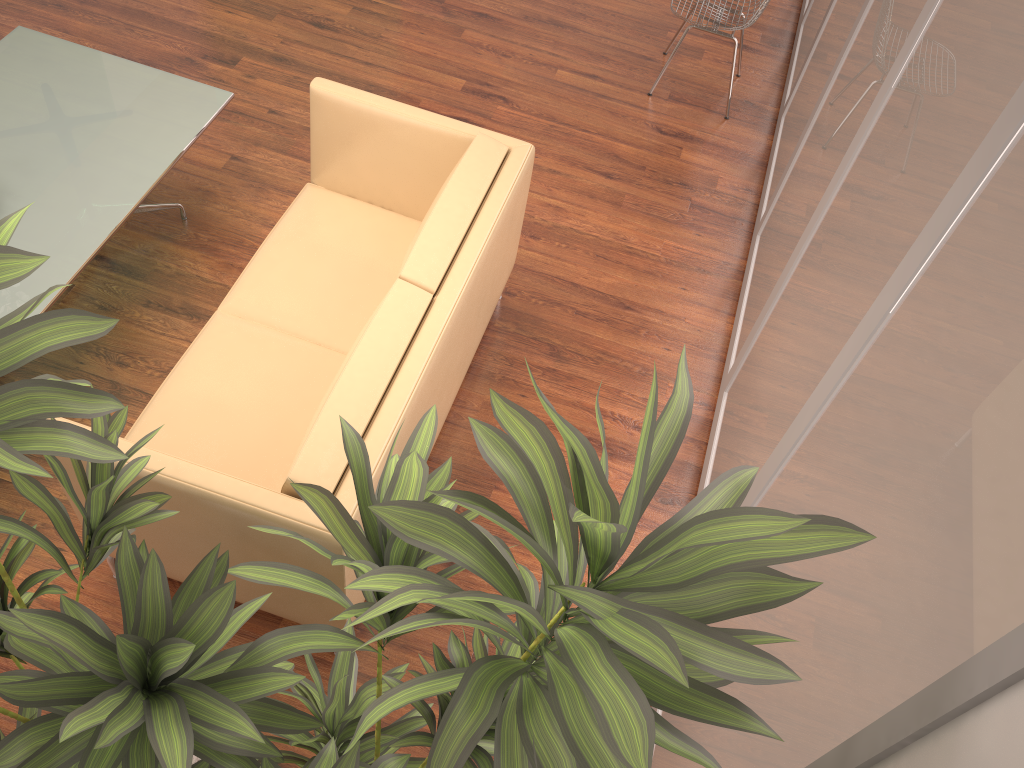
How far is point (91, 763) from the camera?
1.3m

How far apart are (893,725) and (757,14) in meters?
4.2

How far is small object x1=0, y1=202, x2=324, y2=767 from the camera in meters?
1.3

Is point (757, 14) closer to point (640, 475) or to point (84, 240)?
point (84, 240)

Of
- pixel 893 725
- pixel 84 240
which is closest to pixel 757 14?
pixel 84 240

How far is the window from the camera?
1.2 meters

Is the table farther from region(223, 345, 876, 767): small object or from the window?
the window

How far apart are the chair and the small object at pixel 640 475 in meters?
3.7 m

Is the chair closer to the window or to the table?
the window

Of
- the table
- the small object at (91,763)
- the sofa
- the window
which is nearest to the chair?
the window
